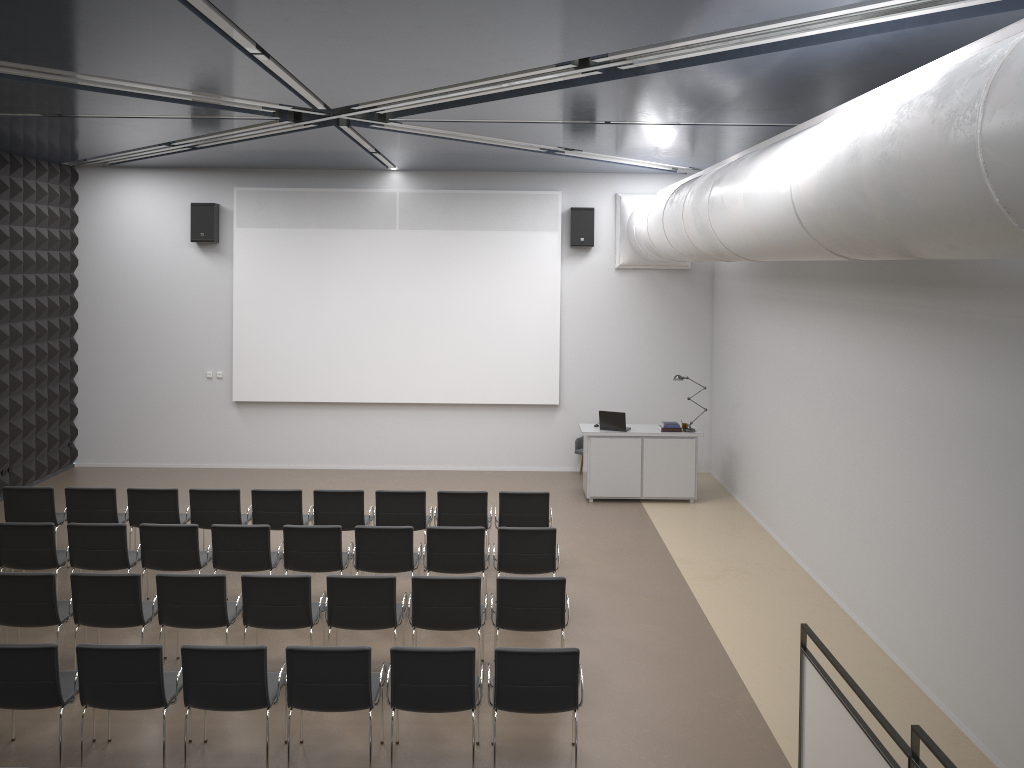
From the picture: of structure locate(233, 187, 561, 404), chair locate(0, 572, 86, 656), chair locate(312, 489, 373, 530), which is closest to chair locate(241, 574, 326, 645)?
chair locate(0, 572, 86, 656)

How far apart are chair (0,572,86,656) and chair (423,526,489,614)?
3.1 meters

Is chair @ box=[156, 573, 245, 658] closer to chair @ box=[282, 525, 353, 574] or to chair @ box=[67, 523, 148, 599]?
chair @ box=[282, 525, 353, 574]

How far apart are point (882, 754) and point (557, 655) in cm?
211

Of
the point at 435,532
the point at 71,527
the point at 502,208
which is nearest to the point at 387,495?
the point at 435,532

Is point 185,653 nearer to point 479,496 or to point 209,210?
point 479,496

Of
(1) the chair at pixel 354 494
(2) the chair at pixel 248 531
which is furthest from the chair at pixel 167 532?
(1) the chair at pixel 354 494

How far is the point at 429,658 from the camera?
5.9m

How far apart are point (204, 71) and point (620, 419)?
7.6 meters

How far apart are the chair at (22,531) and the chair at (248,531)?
1.5m
